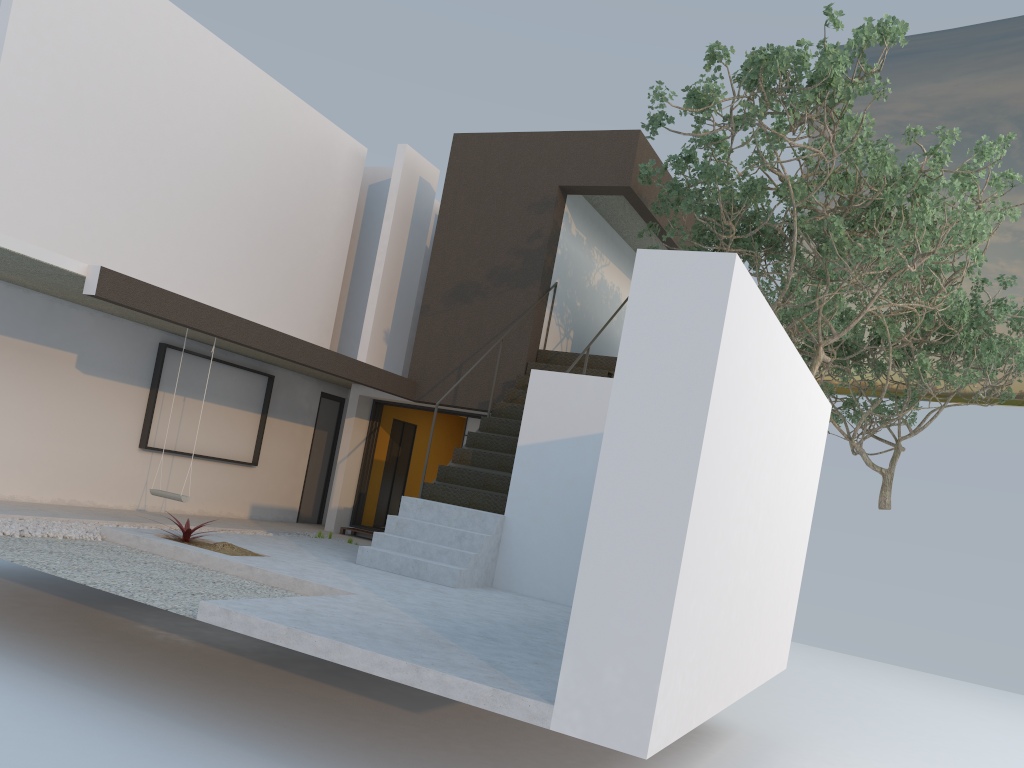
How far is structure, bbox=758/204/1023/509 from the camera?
13.7m

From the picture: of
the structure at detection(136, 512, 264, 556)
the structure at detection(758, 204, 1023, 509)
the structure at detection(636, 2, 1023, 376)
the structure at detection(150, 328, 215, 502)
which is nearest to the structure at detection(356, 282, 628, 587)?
the structure at detection(136, 512, 264, 556)

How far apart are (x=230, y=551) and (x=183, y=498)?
1.52m

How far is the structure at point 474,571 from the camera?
8.38m

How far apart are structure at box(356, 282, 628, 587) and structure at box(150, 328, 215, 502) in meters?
1.9 m

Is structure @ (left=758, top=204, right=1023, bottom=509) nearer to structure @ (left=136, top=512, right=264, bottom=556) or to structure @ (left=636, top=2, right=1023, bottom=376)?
structure @ (left=636, top=2, right=1023, bottom=376)

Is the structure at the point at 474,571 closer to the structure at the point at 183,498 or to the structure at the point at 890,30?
the structure at the point at 890,30

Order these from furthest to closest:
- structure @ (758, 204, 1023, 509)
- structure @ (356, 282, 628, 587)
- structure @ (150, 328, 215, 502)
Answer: structure @ (758, 204, 1023, 509) < structure @ (150, 328, 215, 502) < structure @ (356, 282, 628, 587)

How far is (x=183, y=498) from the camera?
9.0m

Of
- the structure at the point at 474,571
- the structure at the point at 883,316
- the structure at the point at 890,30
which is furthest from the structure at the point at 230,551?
the structure at the point at 883,316
